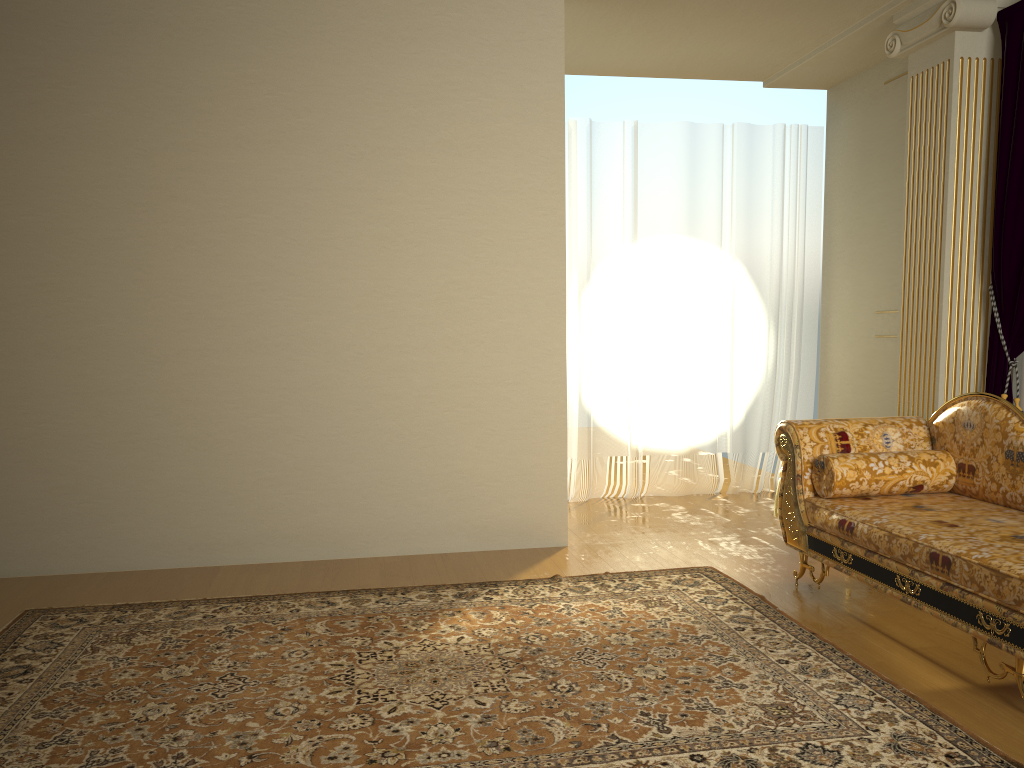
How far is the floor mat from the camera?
2.4 meters

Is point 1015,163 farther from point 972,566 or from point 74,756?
point 74,756

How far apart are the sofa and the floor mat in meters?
0.3 m

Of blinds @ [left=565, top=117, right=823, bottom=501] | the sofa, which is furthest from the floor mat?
blinds @ [left=565, top=117, right=823, bottom=501]

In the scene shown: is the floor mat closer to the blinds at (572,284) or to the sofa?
the sofa

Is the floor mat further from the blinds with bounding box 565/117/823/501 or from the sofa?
the blinds with bounding box 565/117/823/501

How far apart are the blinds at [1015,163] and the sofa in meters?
0.6

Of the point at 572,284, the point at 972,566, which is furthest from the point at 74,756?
the point at 572,284

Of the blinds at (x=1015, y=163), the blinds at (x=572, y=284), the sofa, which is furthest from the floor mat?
the blinds at (x=572, y=284)

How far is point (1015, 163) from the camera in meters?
4.1 m
